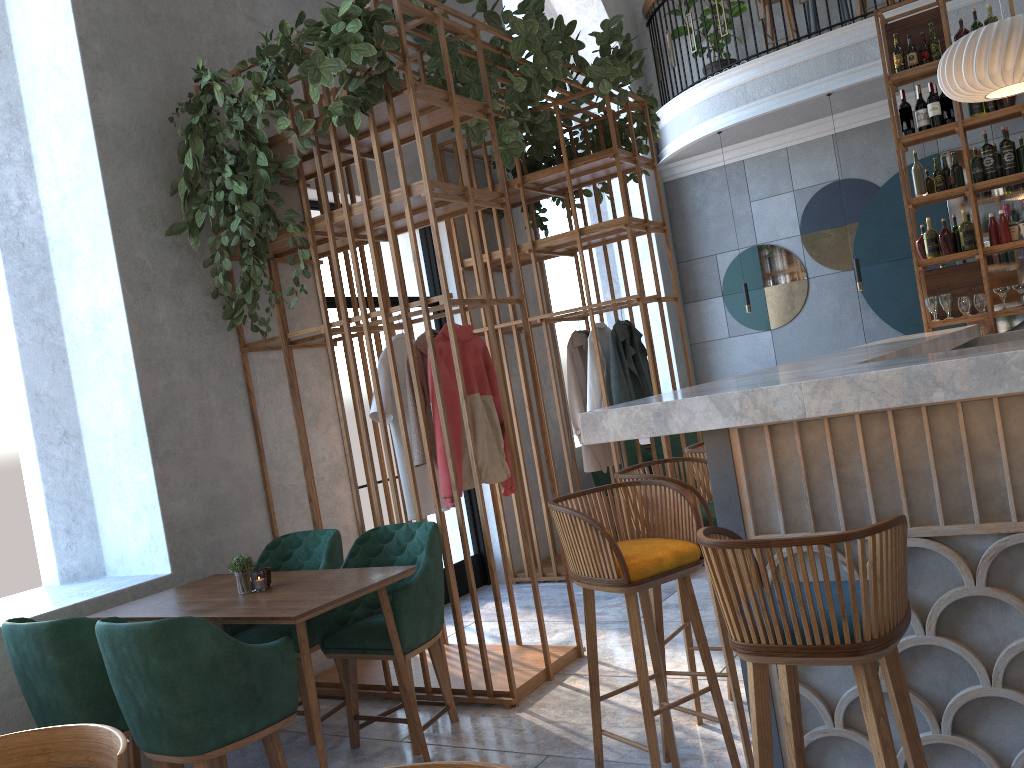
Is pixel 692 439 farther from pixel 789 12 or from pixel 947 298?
pixel 789 12

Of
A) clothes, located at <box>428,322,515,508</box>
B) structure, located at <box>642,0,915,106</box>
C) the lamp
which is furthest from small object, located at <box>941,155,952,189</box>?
structure, located at <box>642,0,915,106</box>

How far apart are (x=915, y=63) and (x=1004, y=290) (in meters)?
1.67

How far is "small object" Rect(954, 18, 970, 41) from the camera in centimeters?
589cm

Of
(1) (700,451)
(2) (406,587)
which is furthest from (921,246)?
(2) (406,587)

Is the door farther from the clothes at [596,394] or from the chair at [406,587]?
the chair at [406,587]

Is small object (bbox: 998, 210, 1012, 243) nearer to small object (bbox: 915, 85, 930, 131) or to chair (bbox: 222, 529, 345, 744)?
small object (bbox: 915, 85, 930, 131)

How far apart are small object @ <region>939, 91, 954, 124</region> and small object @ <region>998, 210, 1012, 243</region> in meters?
0.7

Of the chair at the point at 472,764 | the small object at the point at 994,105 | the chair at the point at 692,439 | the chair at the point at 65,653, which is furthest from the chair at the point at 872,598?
the small object at the point at 994,105

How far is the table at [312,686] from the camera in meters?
3.0
